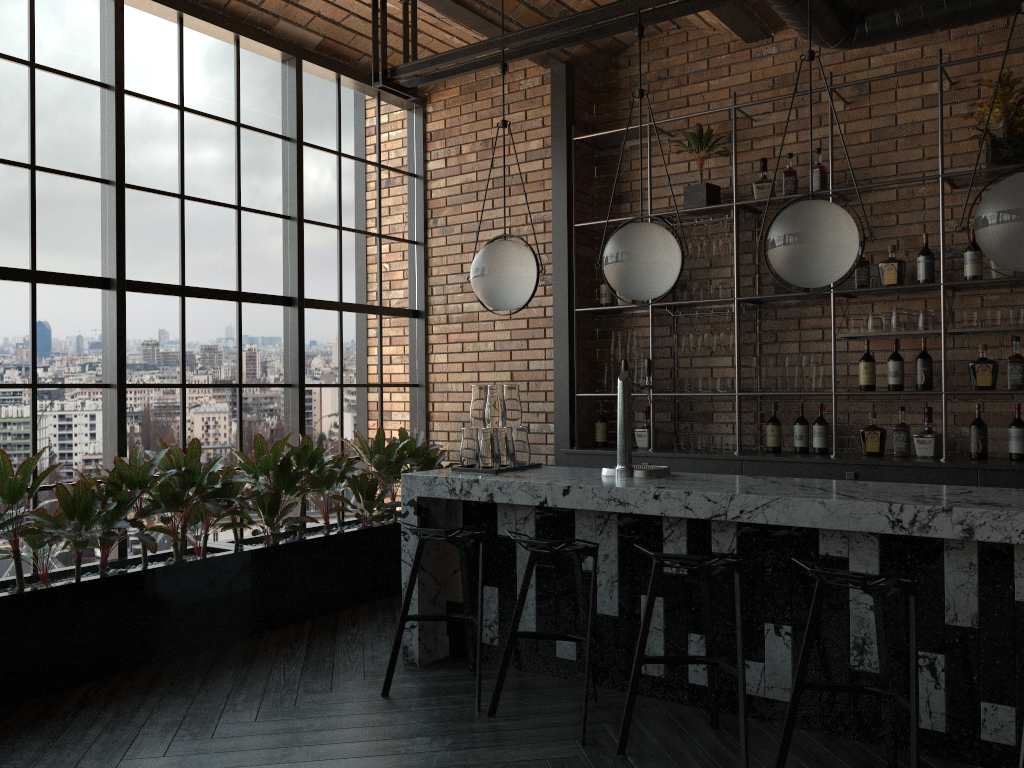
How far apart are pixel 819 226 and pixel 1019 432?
2.1m

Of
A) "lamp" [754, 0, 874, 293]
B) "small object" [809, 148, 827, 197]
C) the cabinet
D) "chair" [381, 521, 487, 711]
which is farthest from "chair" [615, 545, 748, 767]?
"small object" [809, 148, 827, 197]

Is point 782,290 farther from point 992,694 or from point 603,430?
point 992,694

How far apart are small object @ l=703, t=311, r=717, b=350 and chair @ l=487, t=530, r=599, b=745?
2.3m

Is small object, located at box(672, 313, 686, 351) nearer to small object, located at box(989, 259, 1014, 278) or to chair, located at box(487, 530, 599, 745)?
small object, located at box(989, 259, 1014, 278)

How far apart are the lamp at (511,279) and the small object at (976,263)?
2.36m

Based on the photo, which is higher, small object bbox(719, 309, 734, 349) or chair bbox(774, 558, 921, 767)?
small object bbox(719, 309, 734, 349)

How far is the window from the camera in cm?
439

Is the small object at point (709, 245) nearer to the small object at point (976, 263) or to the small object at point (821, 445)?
the small object at point (821, 445)

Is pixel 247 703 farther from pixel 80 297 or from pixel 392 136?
pixel 392 136
